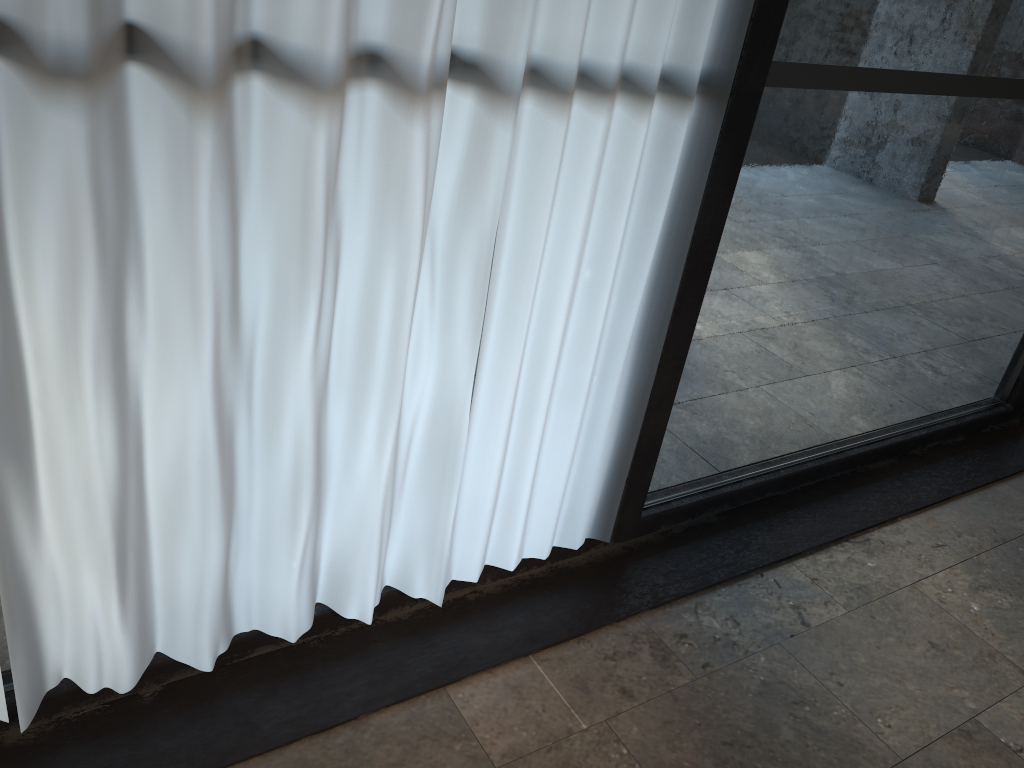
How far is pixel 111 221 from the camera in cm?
134

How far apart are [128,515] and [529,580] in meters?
1.1 m

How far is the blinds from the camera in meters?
1.3 m

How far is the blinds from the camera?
1.3m
